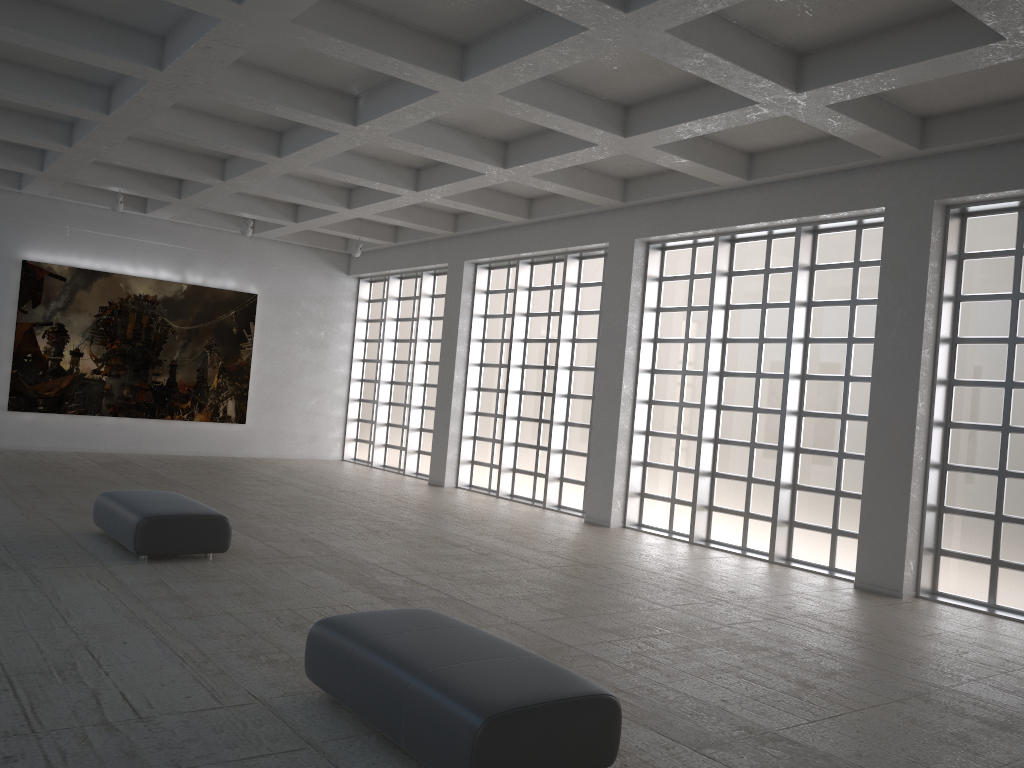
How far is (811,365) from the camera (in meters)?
20.26
